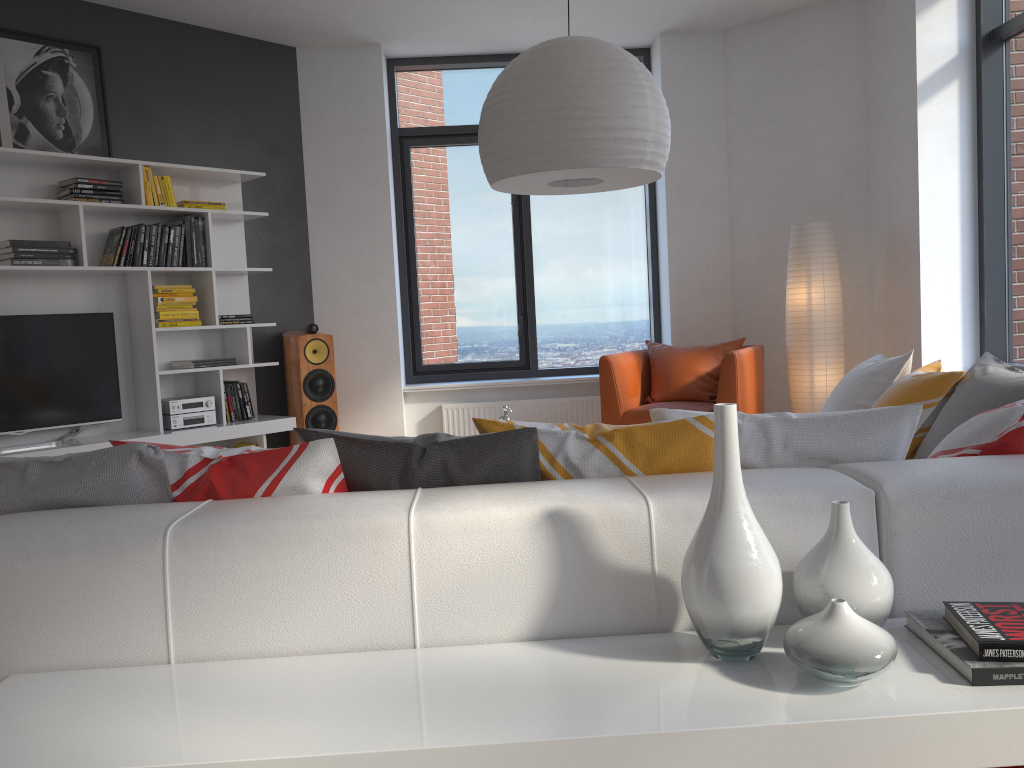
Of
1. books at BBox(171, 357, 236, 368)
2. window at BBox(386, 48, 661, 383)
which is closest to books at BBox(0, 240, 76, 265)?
books at BBox(171, 357, 236, 368)

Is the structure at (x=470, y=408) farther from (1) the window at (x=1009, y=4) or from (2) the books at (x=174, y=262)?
(1) the window at (x=1009, y=4)

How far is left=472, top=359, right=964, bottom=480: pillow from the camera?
1.8 meters

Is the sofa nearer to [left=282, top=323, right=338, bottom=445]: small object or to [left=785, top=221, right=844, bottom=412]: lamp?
[left=785, top=221, right=844, bottom=412]: lamp

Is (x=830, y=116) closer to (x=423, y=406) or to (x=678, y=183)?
(x=678, y=183)

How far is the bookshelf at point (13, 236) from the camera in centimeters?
483cm

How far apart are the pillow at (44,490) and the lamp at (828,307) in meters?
2.7 m

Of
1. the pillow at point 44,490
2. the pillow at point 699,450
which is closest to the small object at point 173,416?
the pillow at point 44,490

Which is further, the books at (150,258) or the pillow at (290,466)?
the books at (150,258)

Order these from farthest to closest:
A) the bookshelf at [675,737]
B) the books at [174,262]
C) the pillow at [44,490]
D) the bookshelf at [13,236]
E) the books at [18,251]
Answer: the books at [174,262] → the bookshelf at [13,236] → the books at [18,251] → the pillow at [44,490] → the bookshelf at [675,737]
